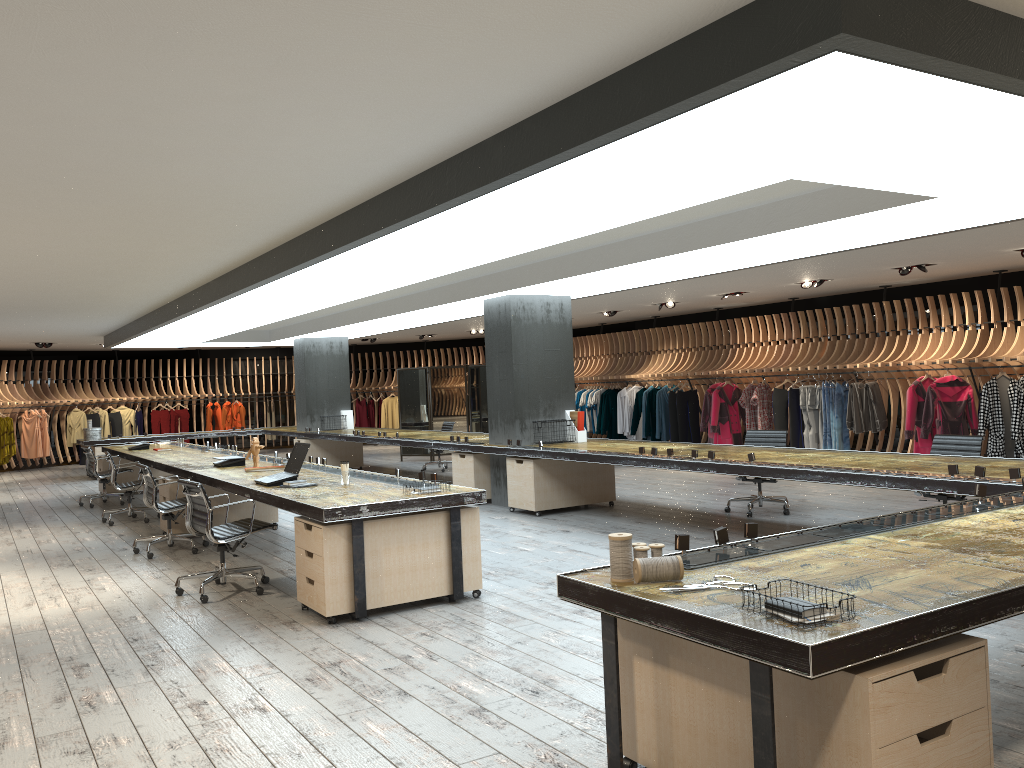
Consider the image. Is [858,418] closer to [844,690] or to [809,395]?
[809,395]

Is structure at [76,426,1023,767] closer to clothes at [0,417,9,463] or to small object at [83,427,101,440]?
small object at [83,427,101,440]

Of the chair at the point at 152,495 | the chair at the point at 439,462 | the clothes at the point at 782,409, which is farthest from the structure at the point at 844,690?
the clothes at the point at 782,409

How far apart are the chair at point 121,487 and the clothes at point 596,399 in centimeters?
1000cm

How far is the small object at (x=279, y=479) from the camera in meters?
7.0 m

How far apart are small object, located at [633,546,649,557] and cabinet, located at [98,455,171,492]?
12.4m

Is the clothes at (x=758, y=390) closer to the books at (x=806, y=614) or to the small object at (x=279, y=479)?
the small object at (x=279, y=479)

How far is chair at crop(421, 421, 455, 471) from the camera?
15.70m

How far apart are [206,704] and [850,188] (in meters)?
5.14

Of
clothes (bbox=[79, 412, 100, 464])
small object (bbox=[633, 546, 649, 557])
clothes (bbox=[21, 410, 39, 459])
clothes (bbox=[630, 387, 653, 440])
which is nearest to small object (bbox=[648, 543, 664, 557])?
small object (bbox=[633, 546, 649, 557])
